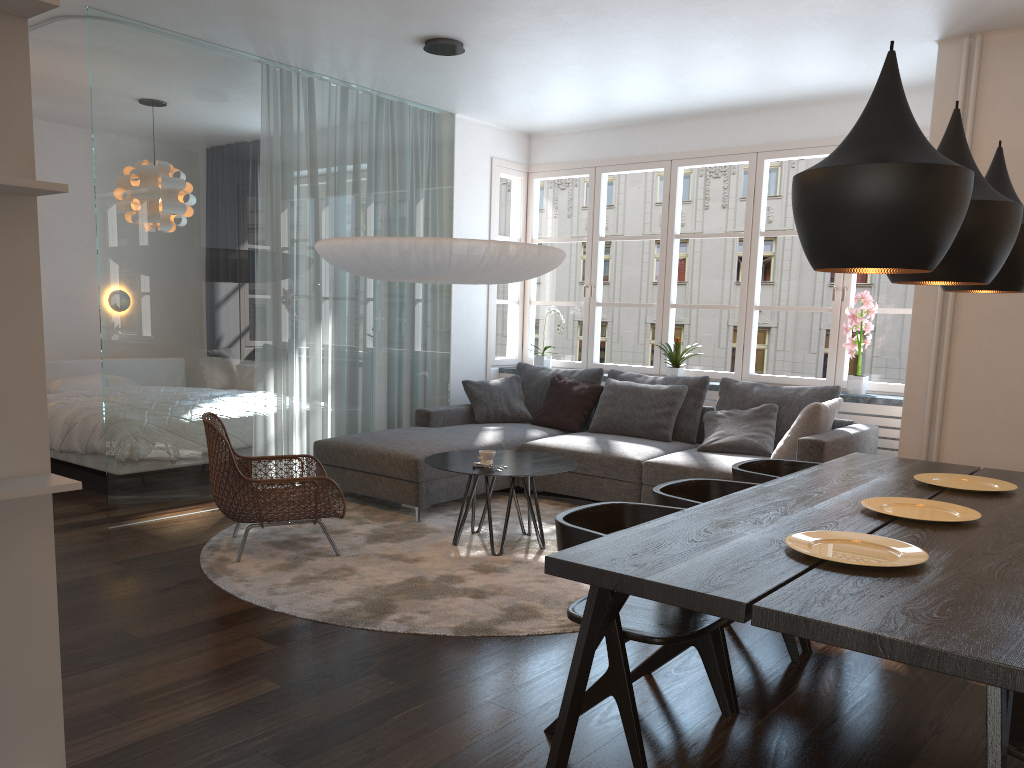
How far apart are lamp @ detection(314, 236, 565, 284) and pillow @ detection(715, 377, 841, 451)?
1.7m

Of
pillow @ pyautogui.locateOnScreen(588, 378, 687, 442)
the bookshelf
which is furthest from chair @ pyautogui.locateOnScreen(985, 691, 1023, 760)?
pillow @ pyautogui.locateOnScreen(588, 378, 687, 442)

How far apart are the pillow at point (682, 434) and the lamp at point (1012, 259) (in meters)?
2.91

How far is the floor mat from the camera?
3.66m

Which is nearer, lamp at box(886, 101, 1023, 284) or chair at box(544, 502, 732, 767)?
chair at box(544, 502, 732, 767)

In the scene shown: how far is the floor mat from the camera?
3.66m

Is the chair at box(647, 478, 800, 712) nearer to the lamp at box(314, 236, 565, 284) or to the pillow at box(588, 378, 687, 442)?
the lamp at box(314, 236, 565, 284)

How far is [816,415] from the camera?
5.0m

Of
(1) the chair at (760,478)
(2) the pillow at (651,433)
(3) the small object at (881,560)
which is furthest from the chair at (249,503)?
(3) the small object at (881,560)

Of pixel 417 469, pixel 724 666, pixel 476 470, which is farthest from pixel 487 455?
pixel 724 666
